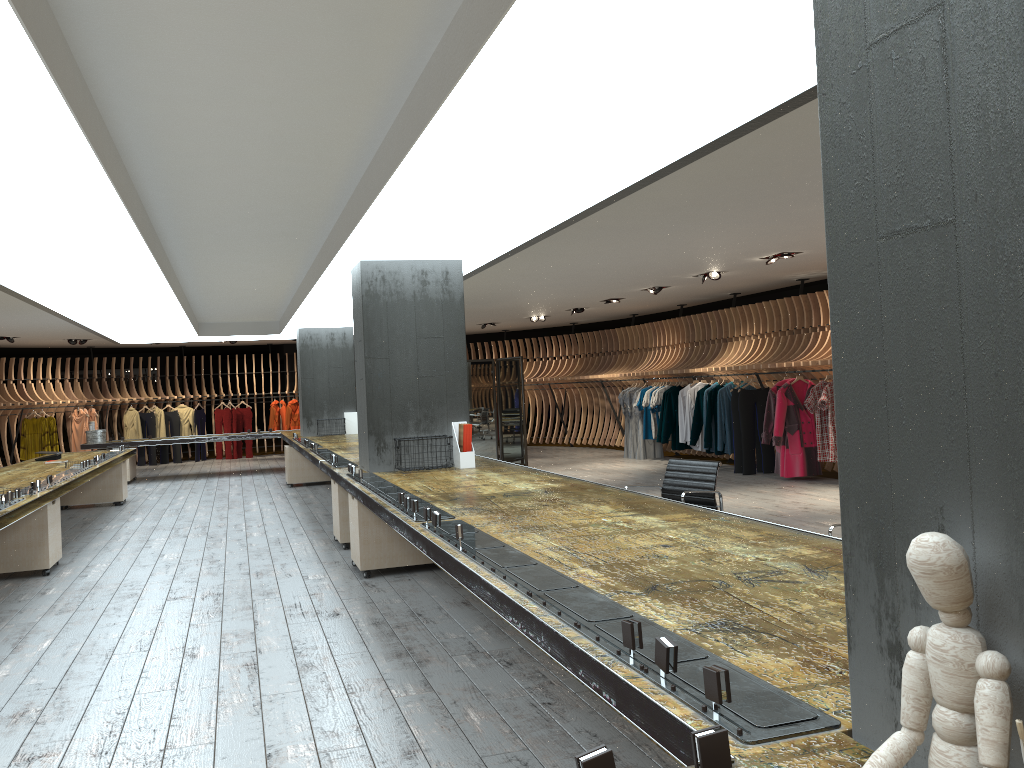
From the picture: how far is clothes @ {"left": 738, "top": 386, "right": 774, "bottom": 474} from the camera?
12.6m

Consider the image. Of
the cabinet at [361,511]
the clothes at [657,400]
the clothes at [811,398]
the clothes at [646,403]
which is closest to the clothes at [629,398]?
the clothes at [646,403]

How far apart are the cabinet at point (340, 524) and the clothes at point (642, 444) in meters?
8.4

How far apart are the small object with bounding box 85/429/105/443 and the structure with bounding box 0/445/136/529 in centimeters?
286cm

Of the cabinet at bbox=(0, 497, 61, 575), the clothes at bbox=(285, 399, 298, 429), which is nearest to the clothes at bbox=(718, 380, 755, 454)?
the cabinet at bbox=(0, 497, 61, 575)

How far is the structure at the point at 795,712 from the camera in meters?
1.7 m

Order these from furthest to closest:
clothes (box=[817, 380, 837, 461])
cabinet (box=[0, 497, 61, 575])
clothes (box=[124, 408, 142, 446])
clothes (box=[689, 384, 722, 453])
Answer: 1. clothes (box=[124, 408, 142, 446])
2. clothes (box=[689, 384, 722, 453])
3. clothes (box=[817, 380, 837, 461])
4. cabinet (box=[0, 497, 61, 575])

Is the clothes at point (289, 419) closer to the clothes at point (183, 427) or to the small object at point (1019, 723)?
the clothes at point (183, 427)

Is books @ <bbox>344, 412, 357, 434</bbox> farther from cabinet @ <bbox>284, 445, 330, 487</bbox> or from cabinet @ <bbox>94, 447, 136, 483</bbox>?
cabinet @ <bbox>94, 447, 136, 483</bbox>

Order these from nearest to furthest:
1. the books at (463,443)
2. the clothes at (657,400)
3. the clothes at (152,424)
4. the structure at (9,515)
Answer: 1. the structure at (9,515)
2. the books at (463,443)
3. the clothes at (657,400)
4. the clothes at (152,424)
